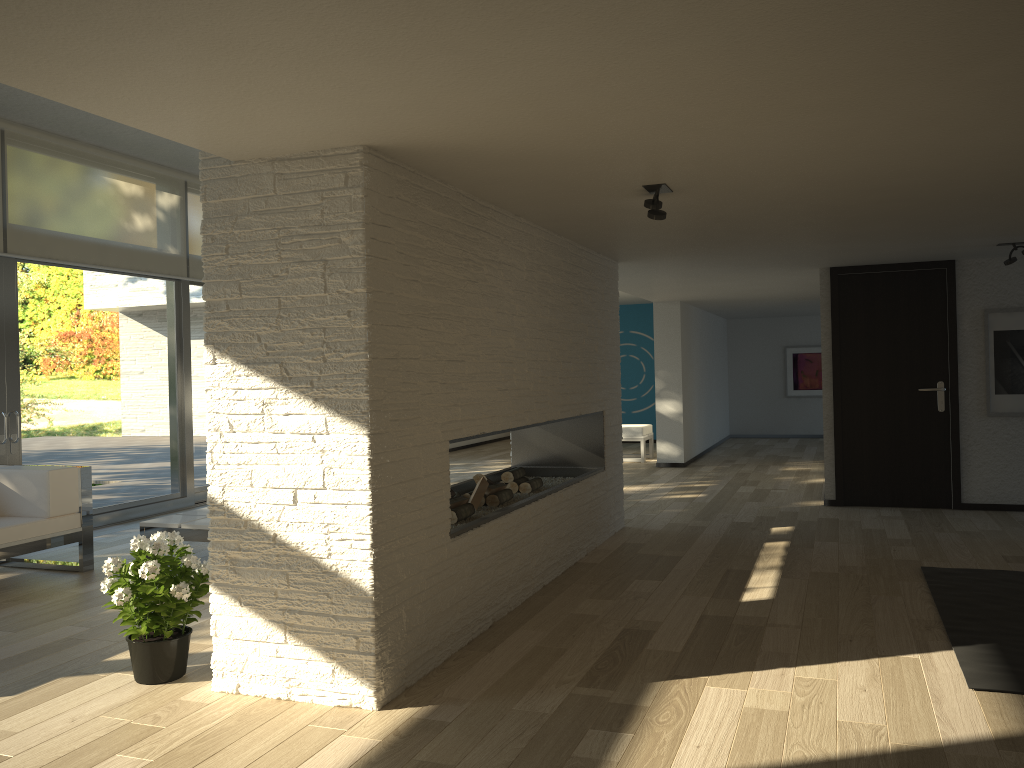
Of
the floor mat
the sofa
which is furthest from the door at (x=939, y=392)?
the sofa

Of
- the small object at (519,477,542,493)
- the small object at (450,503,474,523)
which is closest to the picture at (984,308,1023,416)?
the small object at (519,477,542,493)

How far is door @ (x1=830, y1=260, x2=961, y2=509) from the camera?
7.0 meters

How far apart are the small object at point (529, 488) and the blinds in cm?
405

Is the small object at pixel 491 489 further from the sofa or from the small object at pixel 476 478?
the sofa

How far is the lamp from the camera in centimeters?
386cm

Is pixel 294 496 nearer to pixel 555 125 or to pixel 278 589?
pixel 278 589

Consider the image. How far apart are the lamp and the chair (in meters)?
7.24

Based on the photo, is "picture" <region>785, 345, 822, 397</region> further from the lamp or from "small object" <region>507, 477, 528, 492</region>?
the lamp

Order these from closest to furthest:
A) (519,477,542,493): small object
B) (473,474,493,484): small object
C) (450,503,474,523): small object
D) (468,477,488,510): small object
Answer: (450,503,474,523): small object → (468,477,488,510): small object → (473,474,493,484): small object → (519,477,542,493): small object
